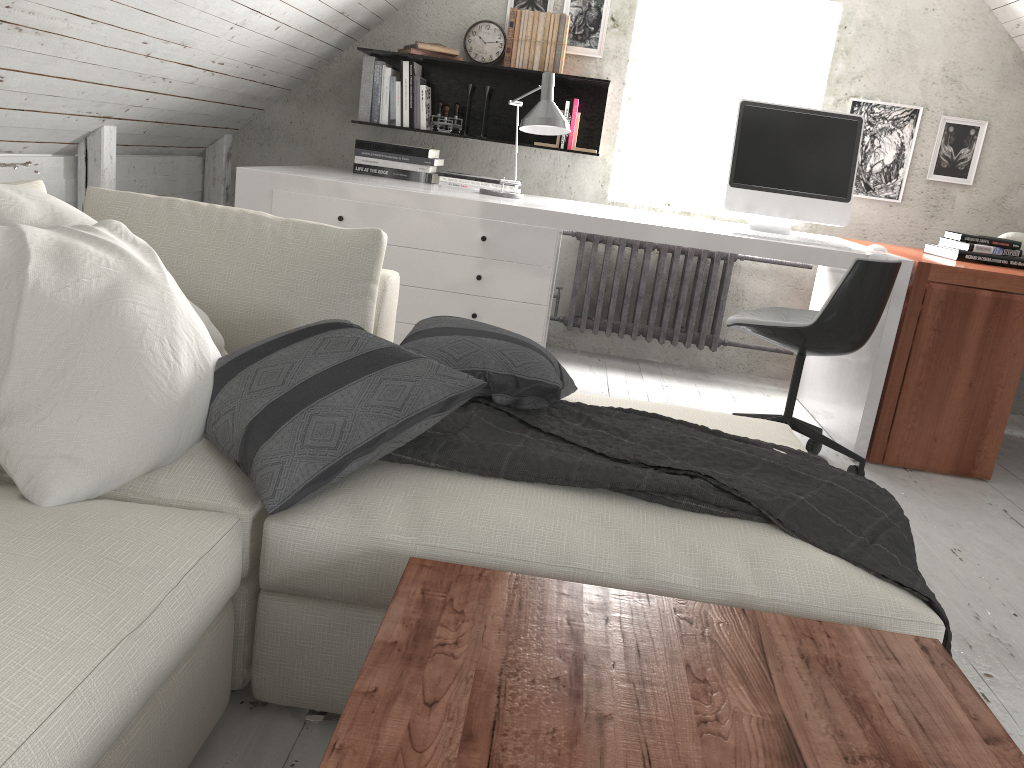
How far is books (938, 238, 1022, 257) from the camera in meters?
3.4

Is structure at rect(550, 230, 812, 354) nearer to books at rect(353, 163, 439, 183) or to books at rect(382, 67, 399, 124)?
books at rect(353, 163, 439, 183)

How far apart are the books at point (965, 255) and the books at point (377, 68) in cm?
255

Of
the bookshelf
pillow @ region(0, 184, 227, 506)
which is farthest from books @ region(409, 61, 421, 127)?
pillow @ region(0, 184, 227, 506)

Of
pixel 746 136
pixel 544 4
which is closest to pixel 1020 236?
pixel 746 136

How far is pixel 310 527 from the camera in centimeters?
134cm

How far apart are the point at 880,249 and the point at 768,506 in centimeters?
205cm

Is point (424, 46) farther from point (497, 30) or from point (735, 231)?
point (735, 231)

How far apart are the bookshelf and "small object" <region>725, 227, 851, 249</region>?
1.2m

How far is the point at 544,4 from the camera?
4.1m
